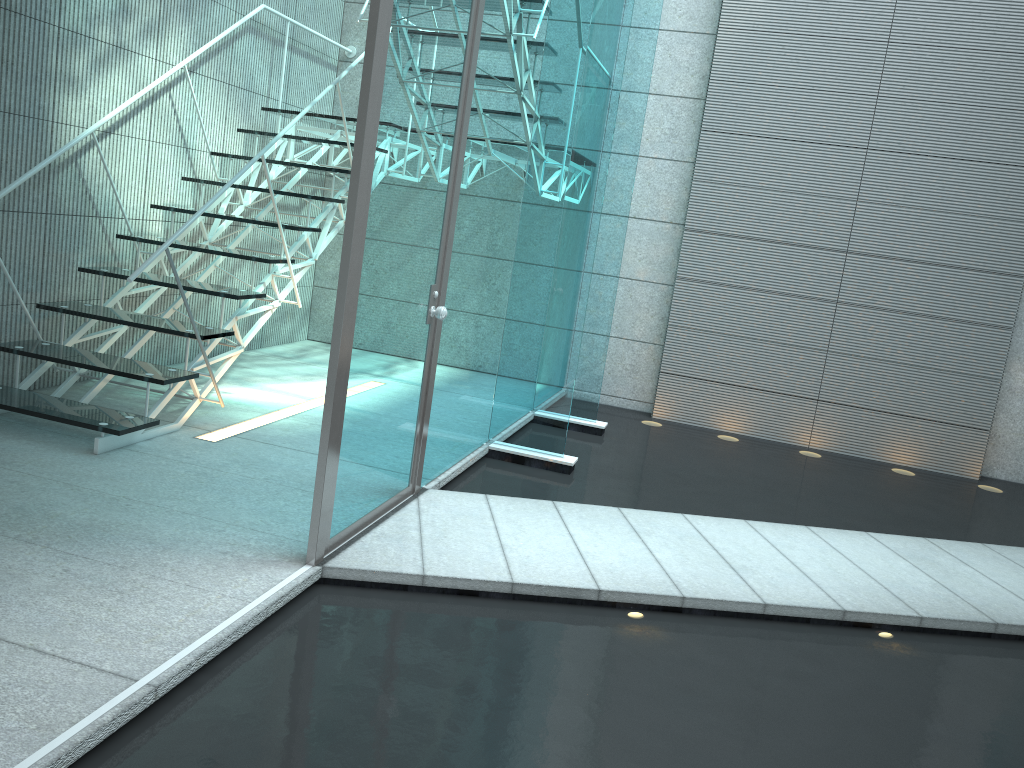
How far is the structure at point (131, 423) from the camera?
3.37m

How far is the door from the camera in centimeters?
247cm

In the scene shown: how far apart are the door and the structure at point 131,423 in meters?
1.0

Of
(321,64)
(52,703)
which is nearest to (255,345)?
(321,64)

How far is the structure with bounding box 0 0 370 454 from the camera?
3.4m

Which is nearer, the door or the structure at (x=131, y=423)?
the door

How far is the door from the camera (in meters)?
2.47

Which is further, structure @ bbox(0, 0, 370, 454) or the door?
structure @ bbox(0, 0, 370, 454)

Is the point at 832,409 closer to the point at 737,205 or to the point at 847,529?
the point at 737,205

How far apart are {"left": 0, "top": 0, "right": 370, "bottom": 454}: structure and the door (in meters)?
1.00
